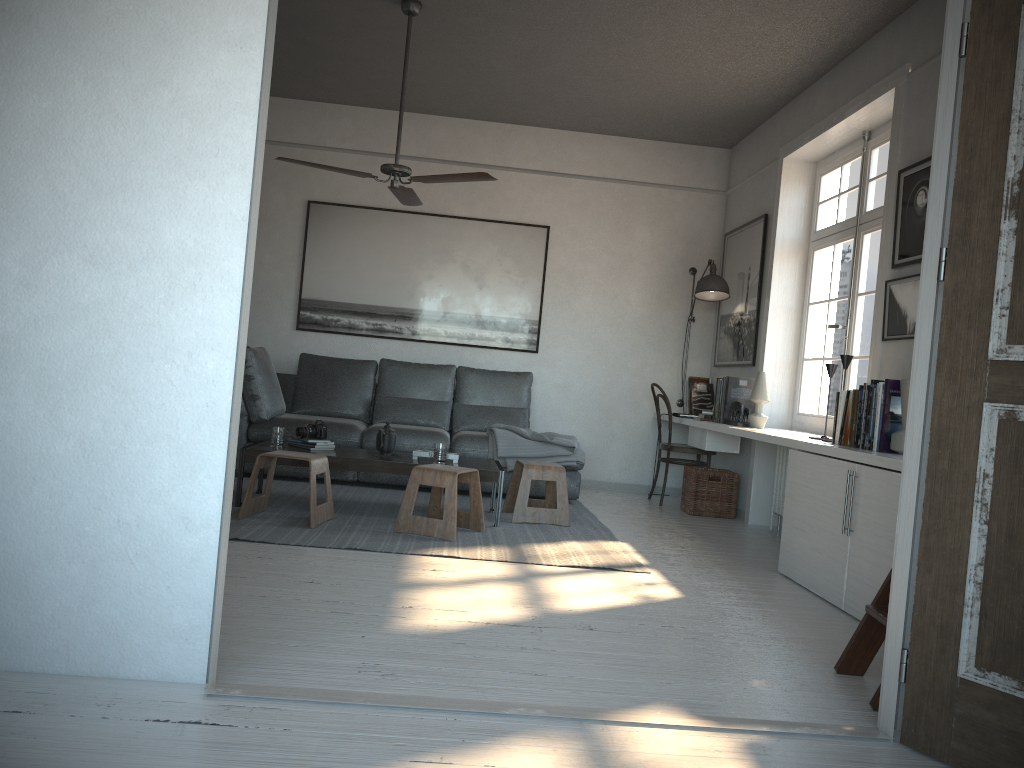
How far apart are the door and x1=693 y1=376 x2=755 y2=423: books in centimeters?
376cm

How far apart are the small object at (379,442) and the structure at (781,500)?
2.48m

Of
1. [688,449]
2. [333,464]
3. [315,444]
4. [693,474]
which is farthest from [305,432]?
[688,449]

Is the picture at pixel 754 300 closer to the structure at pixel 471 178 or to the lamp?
the lamp

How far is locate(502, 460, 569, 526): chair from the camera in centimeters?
517cm

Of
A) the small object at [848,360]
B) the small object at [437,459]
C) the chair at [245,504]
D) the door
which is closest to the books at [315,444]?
the chair at [245,504]

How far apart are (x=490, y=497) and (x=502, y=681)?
3.70m

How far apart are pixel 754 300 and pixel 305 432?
3.31m

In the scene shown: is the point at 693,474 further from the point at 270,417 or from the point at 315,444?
the point at 270,417

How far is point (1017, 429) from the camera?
2.1 meters
